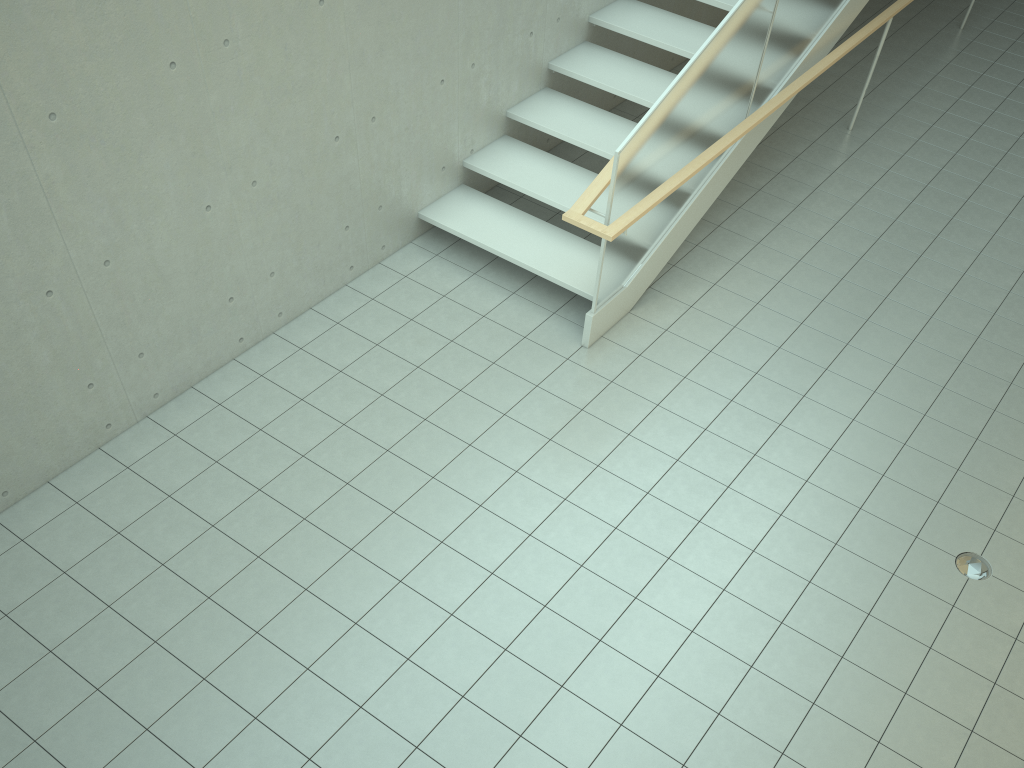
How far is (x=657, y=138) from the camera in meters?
5.1

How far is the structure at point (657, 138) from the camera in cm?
513

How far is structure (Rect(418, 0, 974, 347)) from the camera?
5.1m
